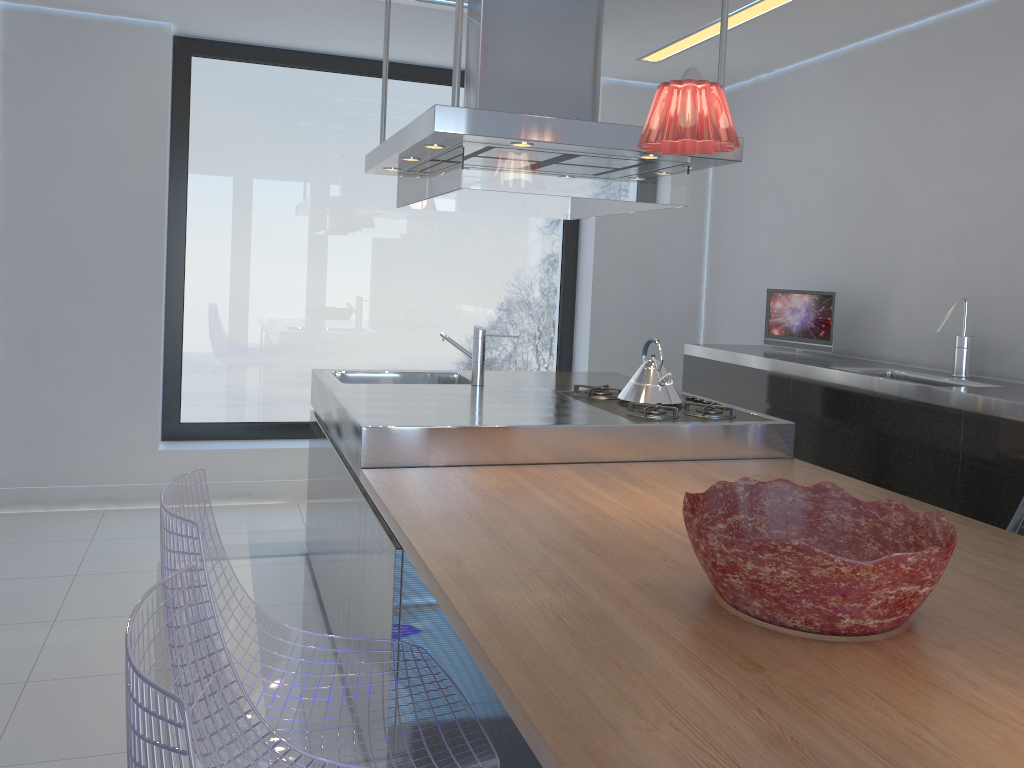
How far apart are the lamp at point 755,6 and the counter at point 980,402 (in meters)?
1.49

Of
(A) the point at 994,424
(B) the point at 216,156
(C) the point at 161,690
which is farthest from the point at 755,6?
(C) the point at 161,690

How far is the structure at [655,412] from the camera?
3.05m

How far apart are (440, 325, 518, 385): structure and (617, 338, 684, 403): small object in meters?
0.6

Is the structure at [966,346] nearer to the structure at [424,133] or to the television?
the television

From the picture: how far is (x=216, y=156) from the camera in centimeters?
480cm

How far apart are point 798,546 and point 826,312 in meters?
3.0 m

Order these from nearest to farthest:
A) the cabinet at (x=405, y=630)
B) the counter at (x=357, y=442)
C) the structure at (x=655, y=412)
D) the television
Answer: the cabinet at (x=405, y=630) < the counter at (x=357, y=442) < the structure at (x=655, y=412) < the television

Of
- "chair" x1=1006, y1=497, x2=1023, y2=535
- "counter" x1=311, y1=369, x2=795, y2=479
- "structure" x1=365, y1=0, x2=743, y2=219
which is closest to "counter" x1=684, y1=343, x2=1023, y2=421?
"chair" x1=1006, y1=497, x2=1023, y2=535

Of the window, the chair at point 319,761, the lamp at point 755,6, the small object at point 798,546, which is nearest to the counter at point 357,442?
the chair at point 319,761
